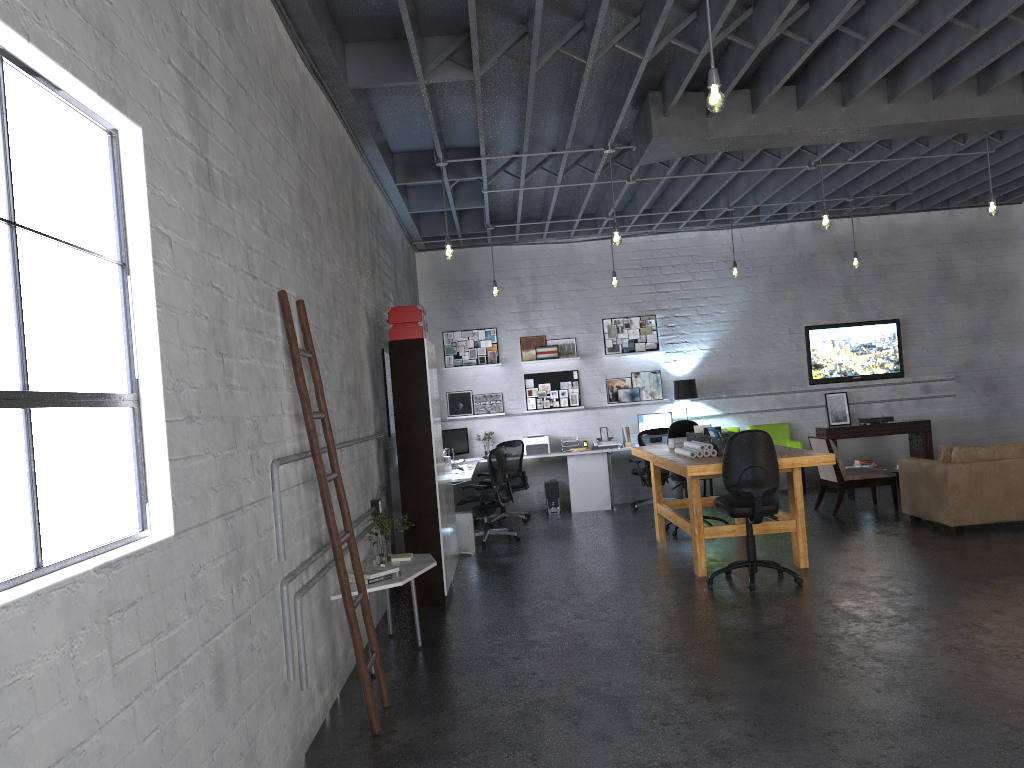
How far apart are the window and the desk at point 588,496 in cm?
626

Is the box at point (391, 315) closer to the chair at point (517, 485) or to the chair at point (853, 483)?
the chair at point (517, 485)

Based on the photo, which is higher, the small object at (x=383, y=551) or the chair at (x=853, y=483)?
the small object at (x=383, y=551)

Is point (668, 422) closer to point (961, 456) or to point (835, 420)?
point (835, 420)

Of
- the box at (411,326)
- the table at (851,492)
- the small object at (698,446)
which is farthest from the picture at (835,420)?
the box at (411,326)

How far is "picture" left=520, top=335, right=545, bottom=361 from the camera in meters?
12.2 m

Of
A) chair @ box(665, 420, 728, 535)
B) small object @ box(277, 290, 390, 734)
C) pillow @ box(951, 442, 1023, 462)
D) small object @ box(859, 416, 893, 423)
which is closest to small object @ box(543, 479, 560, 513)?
chair @ box(665, 420, 728, 535)

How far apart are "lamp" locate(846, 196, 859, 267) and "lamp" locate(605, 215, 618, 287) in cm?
295

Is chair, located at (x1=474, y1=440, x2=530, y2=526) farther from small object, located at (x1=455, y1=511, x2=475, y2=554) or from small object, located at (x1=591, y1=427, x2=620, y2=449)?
small object, located at (x1=455, y1=511, x2=475, y2=554)

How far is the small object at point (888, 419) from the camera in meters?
11.9
